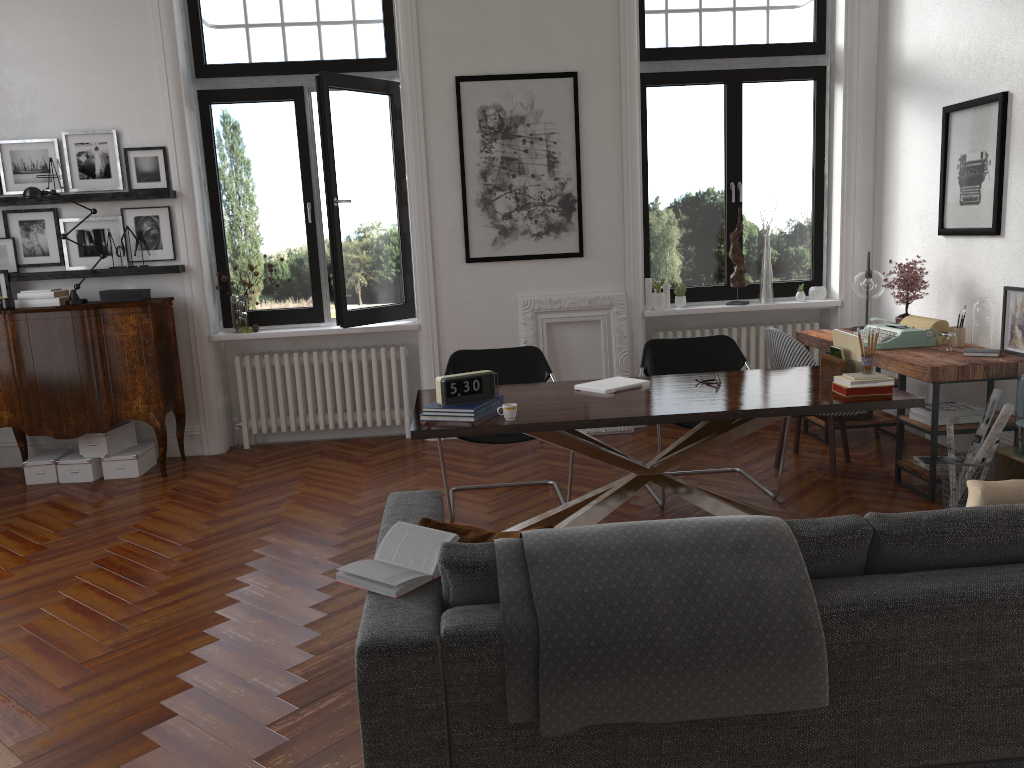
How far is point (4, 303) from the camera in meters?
5.9 m

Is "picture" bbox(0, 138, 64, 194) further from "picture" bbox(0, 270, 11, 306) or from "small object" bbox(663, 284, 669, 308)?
"small object" bbox(663, 284, 669, 308)

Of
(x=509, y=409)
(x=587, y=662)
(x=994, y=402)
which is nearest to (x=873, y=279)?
(x=994, y=402)

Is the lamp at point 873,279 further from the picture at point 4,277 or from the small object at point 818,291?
the picture at point 4,277

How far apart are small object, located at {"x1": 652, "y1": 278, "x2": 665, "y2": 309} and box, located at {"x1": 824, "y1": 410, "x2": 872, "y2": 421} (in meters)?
1.64

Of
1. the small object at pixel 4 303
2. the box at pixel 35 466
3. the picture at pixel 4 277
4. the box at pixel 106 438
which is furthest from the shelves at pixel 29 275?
the box at pixel 35 466

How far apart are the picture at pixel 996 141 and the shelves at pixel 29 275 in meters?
5.2 m

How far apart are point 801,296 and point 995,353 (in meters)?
2.17

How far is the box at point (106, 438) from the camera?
6.1 meters

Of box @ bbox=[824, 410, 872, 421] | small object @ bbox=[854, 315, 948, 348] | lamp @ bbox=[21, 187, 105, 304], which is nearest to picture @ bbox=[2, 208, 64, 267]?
lamp @ bbox=[21, 187, 105, 304]
